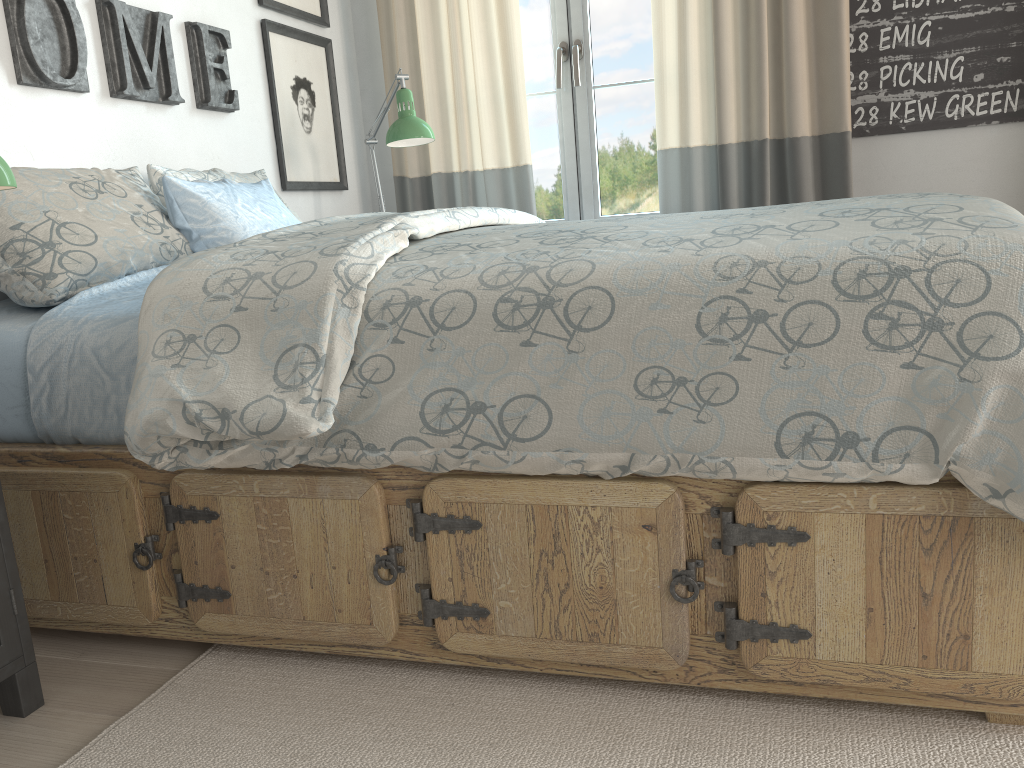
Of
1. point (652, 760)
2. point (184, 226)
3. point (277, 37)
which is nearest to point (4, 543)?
point (184, 226)

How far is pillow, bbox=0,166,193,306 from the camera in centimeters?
163cm

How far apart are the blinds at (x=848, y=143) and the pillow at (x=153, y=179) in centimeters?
130cm

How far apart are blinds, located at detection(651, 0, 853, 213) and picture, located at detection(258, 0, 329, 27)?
1.12m

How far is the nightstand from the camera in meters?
1.4

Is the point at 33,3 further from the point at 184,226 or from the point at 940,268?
the point at 940,268

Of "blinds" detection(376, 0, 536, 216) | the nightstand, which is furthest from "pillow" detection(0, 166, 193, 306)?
"blinds" detection(376, 0, 536, 216)

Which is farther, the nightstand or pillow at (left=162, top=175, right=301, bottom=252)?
pillow at (left=162, top=175, right=301, bottom=252)

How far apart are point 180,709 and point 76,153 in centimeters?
131cm

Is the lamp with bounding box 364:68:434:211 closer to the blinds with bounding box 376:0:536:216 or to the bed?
the blinds with bounding box 376:0:536:216
